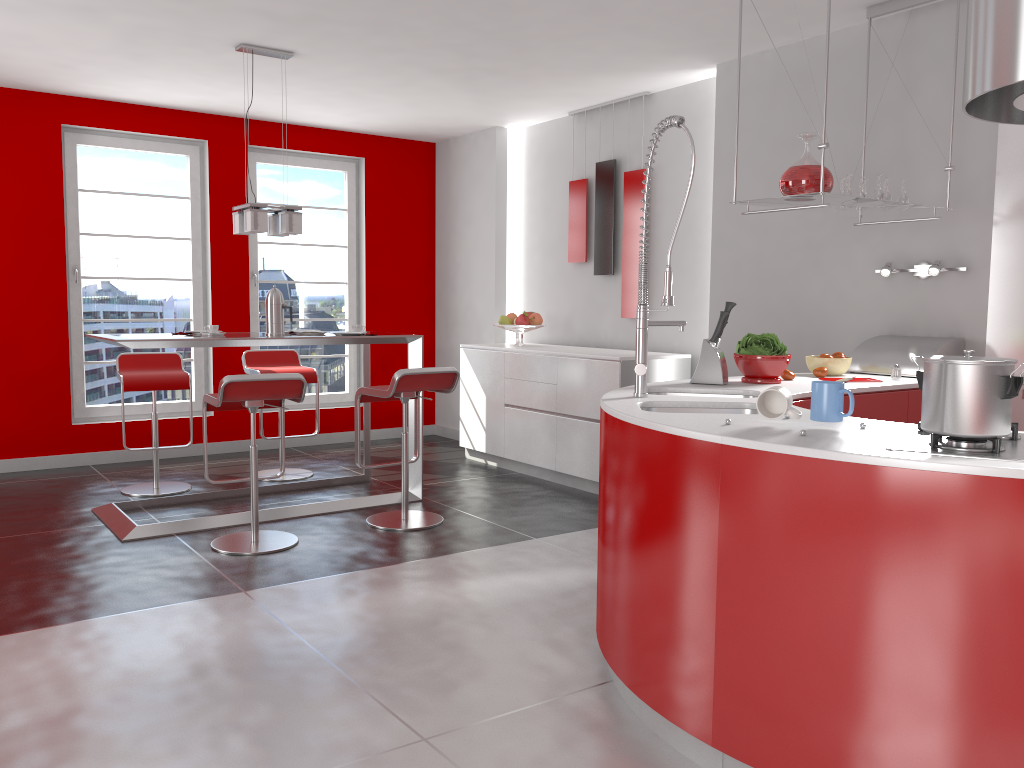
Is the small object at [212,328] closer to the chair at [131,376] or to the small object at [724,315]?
the chair at [131,376]

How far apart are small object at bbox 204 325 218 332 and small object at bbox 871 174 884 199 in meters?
3.5 m

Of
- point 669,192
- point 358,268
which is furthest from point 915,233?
point 358,268

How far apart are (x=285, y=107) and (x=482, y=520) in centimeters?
352cm

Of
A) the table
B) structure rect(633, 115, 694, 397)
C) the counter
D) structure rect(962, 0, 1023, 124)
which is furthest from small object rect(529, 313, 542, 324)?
structure rect(962, 0, 1023, 124)

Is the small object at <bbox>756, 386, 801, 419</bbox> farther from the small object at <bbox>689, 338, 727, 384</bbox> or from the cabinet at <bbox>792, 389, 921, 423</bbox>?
the small object at <bbox>689, 338, 727, 384</bbox>

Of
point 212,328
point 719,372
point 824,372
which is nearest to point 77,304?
point 212,328

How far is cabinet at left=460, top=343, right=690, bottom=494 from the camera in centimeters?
551cm

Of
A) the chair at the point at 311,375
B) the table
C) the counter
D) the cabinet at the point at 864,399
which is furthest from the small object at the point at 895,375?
the chair at the point at 311,375

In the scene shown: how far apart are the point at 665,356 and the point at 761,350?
1.9 meters
